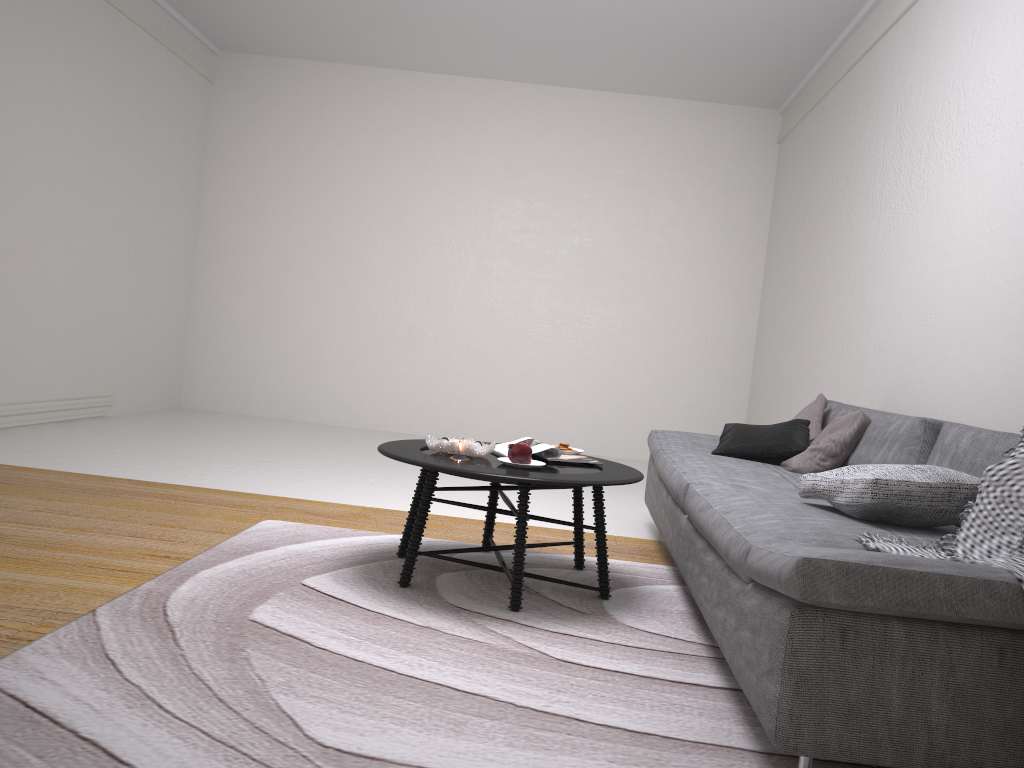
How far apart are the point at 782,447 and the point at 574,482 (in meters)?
1.47

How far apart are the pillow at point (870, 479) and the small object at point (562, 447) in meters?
1.0 m

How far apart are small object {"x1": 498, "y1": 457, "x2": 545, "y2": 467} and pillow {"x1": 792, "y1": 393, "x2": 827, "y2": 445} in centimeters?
159cm

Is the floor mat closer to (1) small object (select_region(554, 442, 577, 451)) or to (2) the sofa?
(2) the sofa

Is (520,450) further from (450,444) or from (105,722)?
(105,722)

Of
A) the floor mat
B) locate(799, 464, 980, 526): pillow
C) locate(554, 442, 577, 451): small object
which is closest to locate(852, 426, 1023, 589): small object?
locate(799, 464, 980, 526): pillow

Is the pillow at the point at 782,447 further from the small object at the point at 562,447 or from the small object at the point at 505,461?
the small object at the point at 505,461

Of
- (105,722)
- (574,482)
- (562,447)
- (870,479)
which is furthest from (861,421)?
(105,722)

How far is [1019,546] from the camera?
1.9m

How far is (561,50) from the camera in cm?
694
